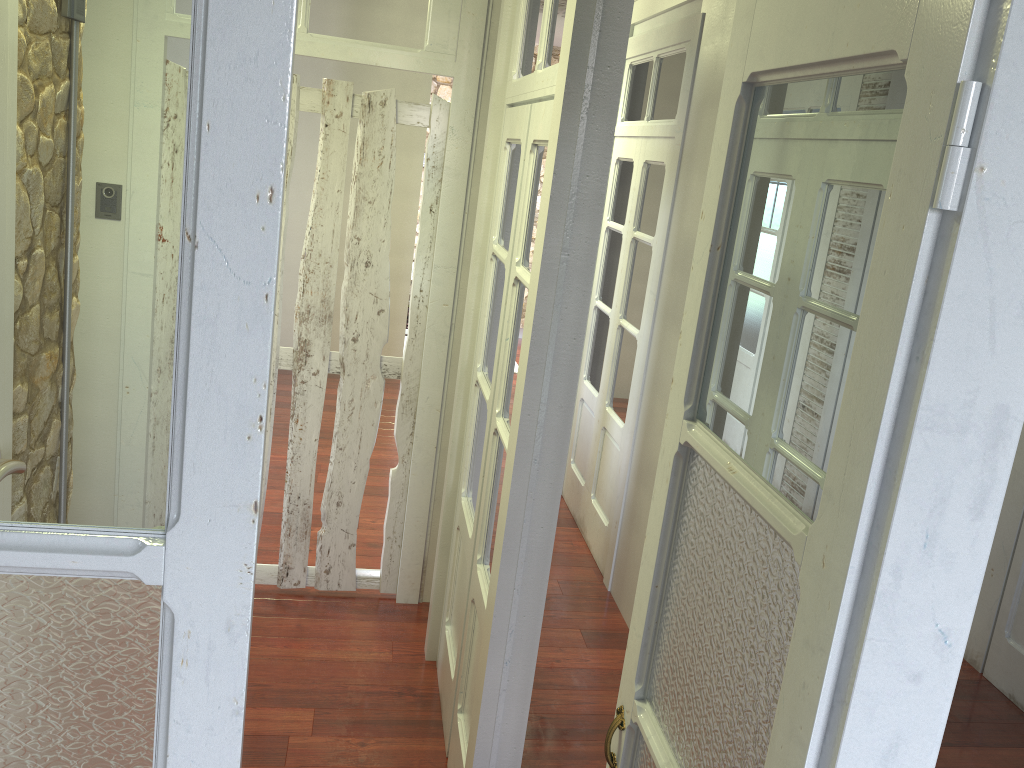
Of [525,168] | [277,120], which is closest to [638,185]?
[525,168]

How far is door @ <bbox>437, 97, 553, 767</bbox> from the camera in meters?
2.4 m

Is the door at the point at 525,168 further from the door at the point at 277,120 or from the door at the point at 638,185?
the door at the point at 638,185

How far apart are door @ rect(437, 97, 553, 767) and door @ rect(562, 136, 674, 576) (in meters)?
1.24

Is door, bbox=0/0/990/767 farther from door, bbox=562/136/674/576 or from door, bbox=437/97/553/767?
door, bbox=562/136/674/576

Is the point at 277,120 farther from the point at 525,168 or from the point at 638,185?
the point at 638,185

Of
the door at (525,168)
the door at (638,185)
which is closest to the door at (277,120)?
the door at (525,168)

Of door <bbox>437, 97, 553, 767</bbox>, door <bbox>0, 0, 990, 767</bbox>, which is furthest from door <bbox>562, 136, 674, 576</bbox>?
door <bbox>0, 0, 990, 767</bbox>

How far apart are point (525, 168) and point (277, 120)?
1.84m

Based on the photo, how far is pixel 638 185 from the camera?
4.25m
